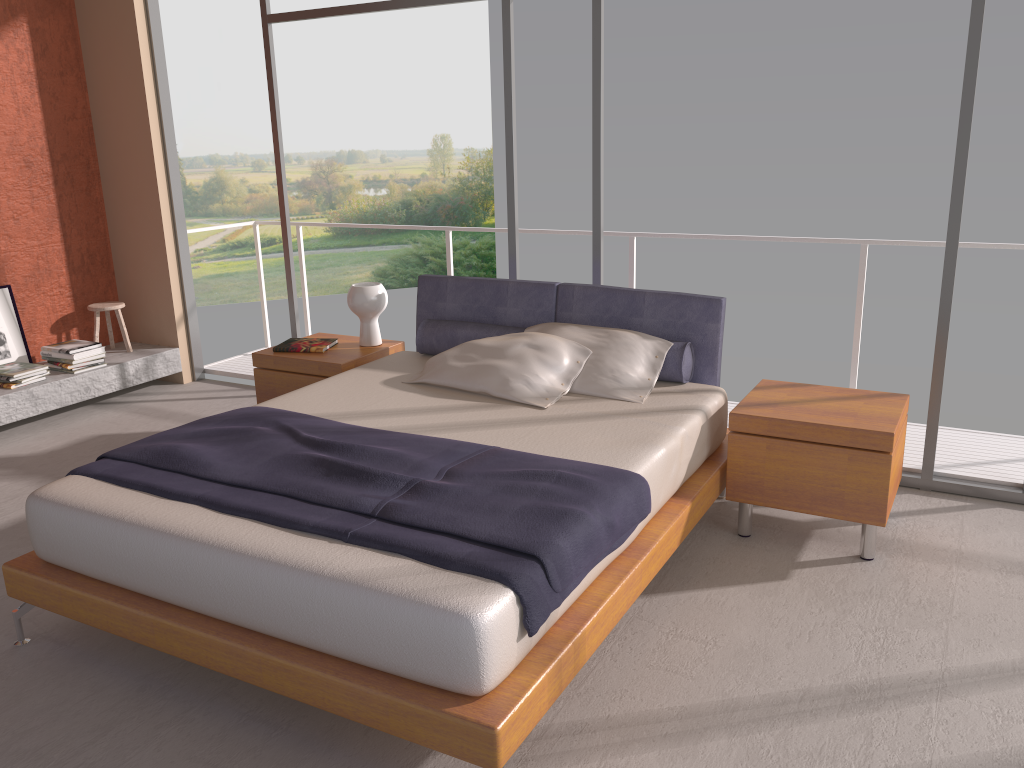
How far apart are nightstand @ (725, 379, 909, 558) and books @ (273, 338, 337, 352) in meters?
2.3

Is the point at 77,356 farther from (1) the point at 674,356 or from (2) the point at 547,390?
(1) the point at 674,356

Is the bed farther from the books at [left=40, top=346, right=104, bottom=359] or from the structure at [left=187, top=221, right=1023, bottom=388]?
the books at [left=40, top=346, right=104, bottom=359]

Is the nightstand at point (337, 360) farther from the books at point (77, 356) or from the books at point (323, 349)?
the books at point (77, 356)

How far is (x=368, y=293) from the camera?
4.8m

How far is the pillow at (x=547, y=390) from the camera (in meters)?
3.85

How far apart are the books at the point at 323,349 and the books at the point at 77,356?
1.7m

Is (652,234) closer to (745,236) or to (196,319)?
(745,236)

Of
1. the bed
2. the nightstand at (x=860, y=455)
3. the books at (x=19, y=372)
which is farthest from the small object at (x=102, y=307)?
the nightstand at (x=860, y=455)

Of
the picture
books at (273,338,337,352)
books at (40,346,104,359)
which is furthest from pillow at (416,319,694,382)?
the picture
